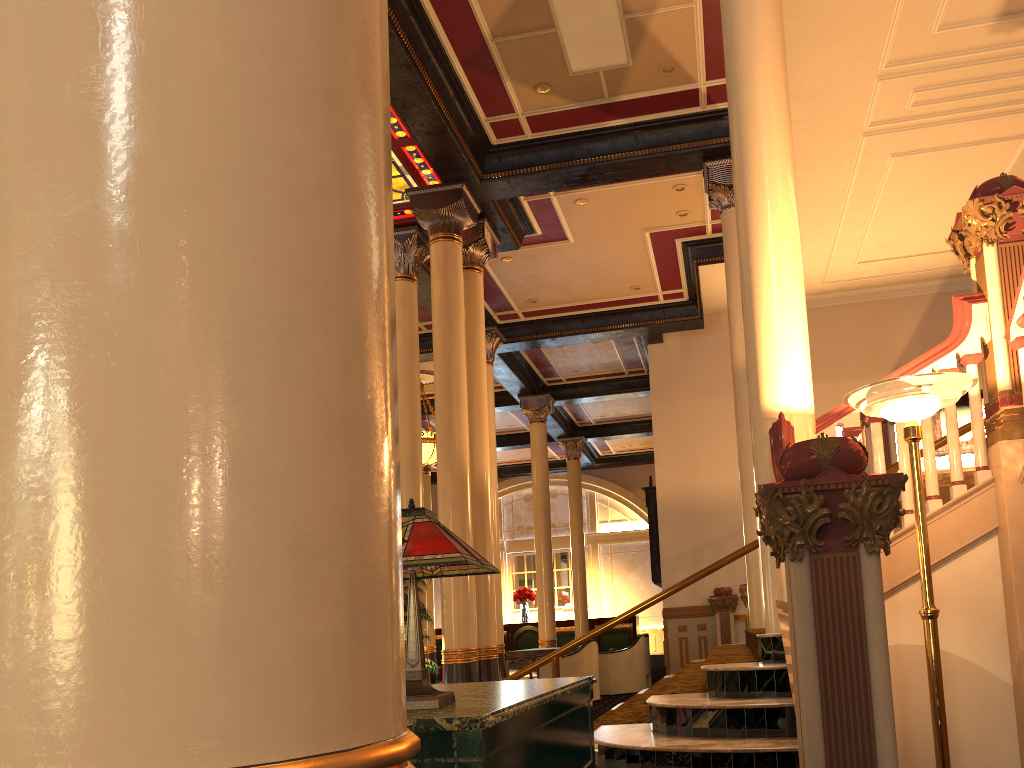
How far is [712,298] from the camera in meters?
14.5 m

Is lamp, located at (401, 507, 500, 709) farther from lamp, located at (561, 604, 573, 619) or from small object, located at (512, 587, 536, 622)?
small object, located at (512, 587, 536, 622)

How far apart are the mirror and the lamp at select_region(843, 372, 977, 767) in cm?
1064

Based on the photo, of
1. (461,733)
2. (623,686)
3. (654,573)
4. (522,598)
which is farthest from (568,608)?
(461,733)

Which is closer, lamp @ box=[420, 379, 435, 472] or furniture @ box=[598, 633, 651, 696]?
furniture @ box=[598, 633, 651, 696]

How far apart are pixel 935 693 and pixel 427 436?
13.5m

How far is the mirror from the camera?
14.2 meters

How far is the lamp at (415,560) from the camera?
A: 1.7m

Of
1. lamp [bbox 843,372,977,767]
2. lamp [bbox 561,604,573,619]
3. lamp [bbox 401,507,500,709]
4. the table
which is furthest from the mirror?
lamp [bbox 401,507,500,709]

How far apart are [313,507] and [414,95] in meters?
8.4 m
